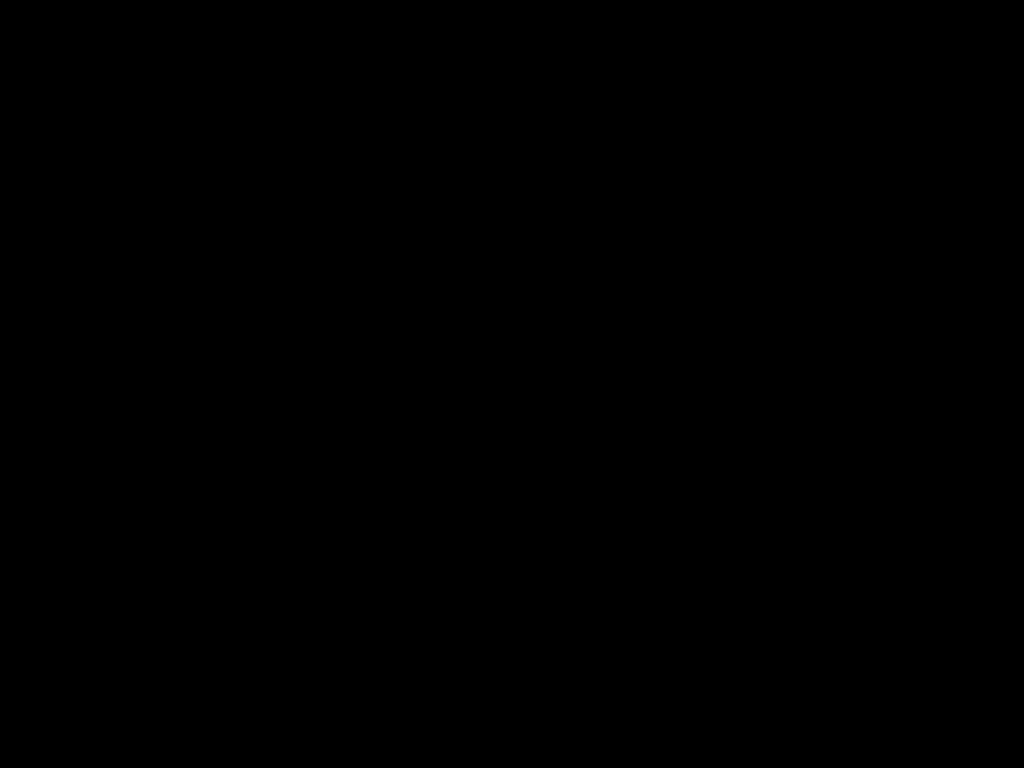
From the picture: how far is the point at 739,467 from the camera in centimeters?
60cm

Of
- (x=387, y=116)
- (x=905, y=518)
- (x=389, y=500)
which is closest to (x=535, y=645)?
(x=905, y=518)
